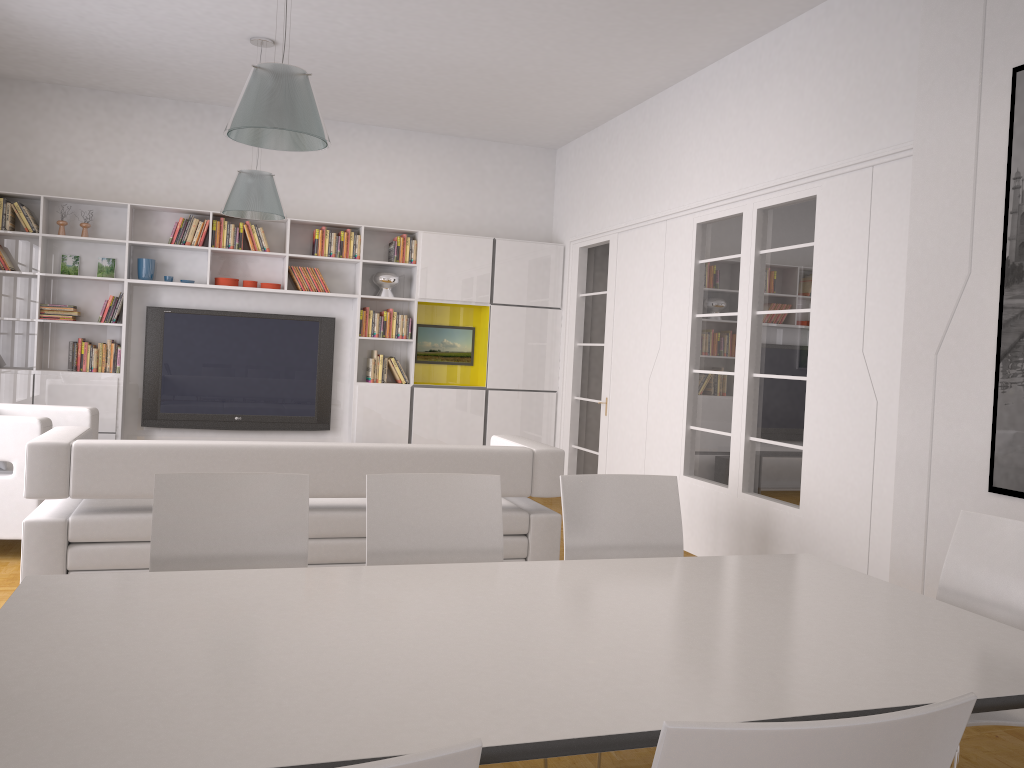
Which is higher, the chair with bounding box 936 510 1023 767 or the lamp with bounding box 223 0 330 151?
the lamp with bounding box 223 0 330 151

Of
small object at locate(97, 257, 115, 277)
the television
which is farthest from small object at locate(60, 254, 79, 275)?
the television

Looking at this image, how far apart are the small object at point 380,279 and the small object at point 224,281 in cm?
127

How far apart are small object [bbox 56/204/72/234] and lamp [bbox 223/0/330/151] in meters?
4.3 m

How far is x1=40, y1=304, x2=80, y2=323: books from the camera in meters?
7.5

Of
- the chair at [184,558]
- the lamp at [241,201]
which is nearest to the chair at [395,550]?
the chair at [184,558]

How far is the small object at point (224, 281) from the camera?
7.90m

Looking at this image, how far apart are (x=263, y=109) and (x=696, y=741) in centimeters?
334cm

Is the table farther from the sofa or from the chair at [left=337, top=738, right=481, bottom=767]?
the sofa

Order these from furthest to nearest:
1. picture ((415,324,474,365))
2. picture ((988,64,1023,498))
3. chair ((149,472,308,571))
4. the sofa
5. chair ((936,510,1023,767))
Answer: picture ((415,324,474,365)), the sofa, picture ((988,64,1023,498)), chair ((149,472,308,571)), chair ((936,510,1023,767))
